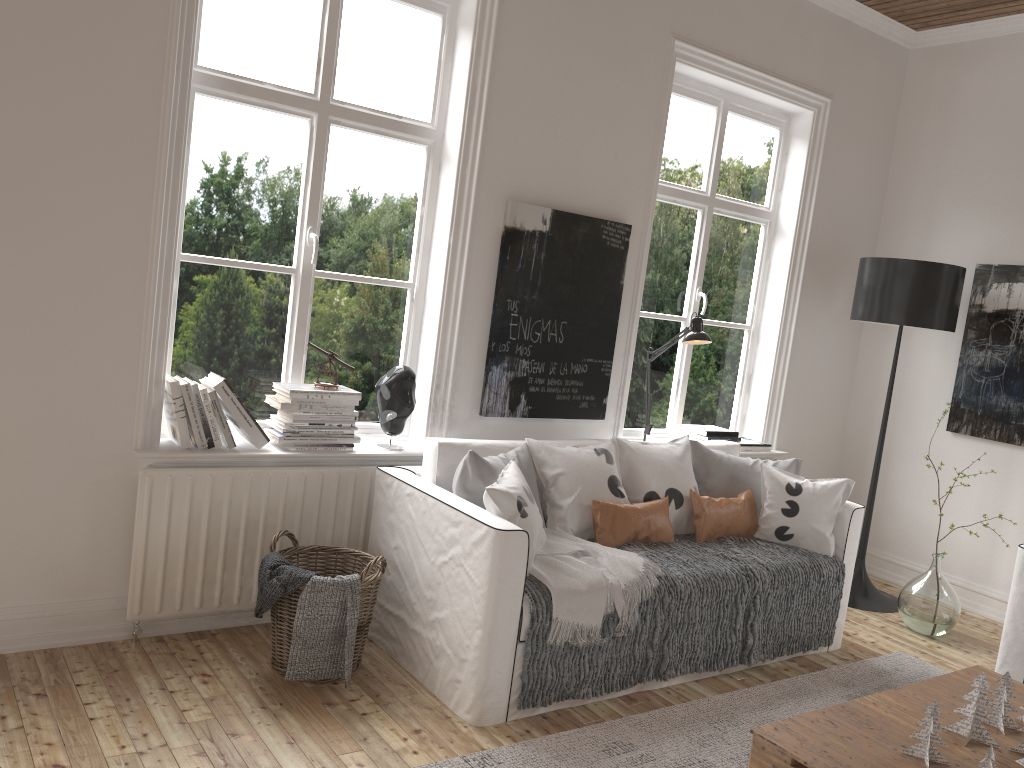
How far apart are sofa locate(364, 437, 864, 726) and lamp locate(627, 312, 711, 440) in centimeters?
36cm

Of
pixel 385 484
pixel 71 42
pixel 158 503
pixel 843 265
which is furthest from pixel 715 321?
pixel 71 42

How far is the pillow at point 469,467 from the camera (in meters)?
3.04

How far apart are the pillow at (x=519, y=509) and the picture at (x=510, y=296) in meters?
0.3

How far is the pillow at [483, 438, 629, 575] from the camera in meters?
2.9

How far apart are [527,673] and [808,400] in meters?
2.9

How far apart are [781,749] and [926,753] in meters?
0.4 m

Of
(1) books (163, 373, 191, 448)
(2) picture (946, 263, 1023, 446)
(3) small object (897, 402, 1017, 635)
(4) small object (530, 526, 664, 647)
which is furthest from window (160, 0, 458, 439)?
(2) picture (946, 263, 1023, 446)

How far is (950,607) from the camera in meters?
4.1

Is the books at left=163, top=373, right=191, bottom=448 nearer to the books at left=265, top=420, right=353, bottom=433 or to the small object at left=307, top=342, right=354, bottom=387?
the books at left=265, top=420, right=353, bottom=433
